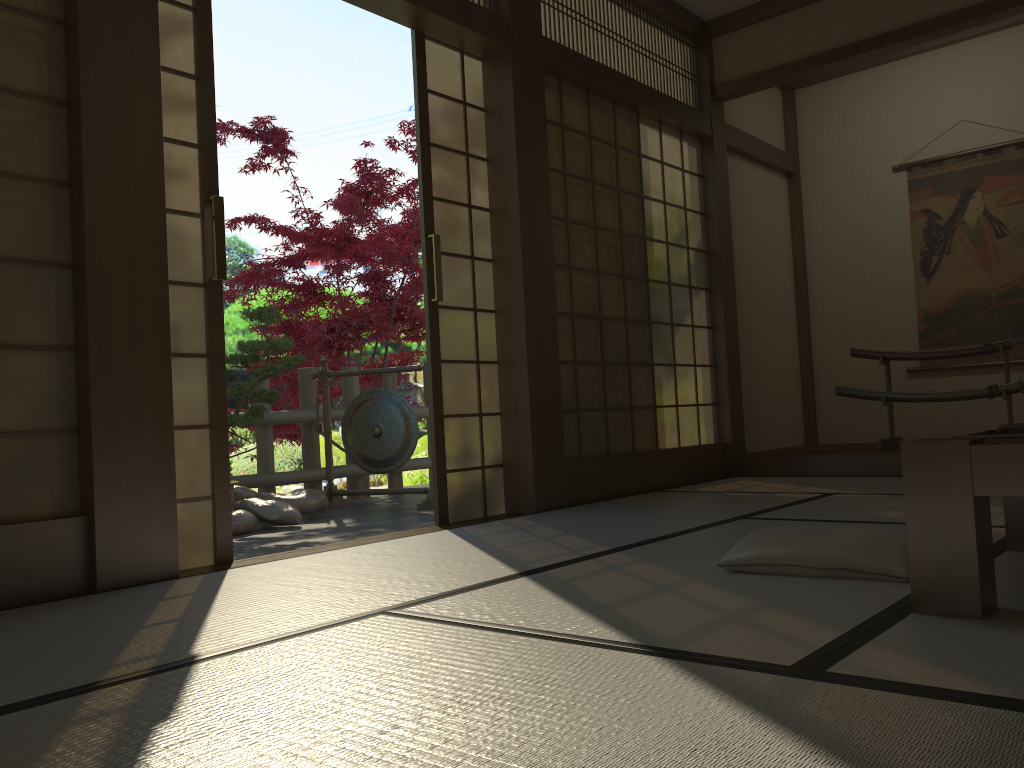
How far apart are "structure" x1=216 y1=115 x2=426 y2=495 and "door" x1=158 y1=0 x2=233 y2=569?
3.8m

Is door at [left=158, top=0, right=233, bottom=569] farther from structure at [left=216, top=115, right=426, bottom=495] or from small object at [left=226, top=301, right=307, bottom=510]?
structure at [left=216, top=115, right=426, bottom=495]

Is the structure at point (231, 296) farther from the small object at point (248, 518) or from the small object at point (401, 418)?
the small object at point (248, 518)

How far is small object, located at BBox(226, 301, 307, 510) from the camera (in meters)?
5.28

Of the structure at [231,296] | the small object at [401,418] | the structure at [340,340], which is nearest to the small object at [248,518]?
the small object at [401,418]

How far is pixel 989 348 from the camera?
5.3m

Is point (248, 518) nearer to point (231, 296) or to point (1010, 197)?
point (231, 296)

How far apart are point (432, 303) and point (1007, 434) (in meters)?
2.55

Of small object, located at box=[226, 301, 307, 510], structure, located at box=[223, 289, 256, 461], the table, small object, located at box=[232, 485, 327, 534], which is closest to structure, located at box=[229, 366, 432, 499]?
small object, located at box=[232, 485, 327, 534]

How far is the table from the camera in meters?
1.7
